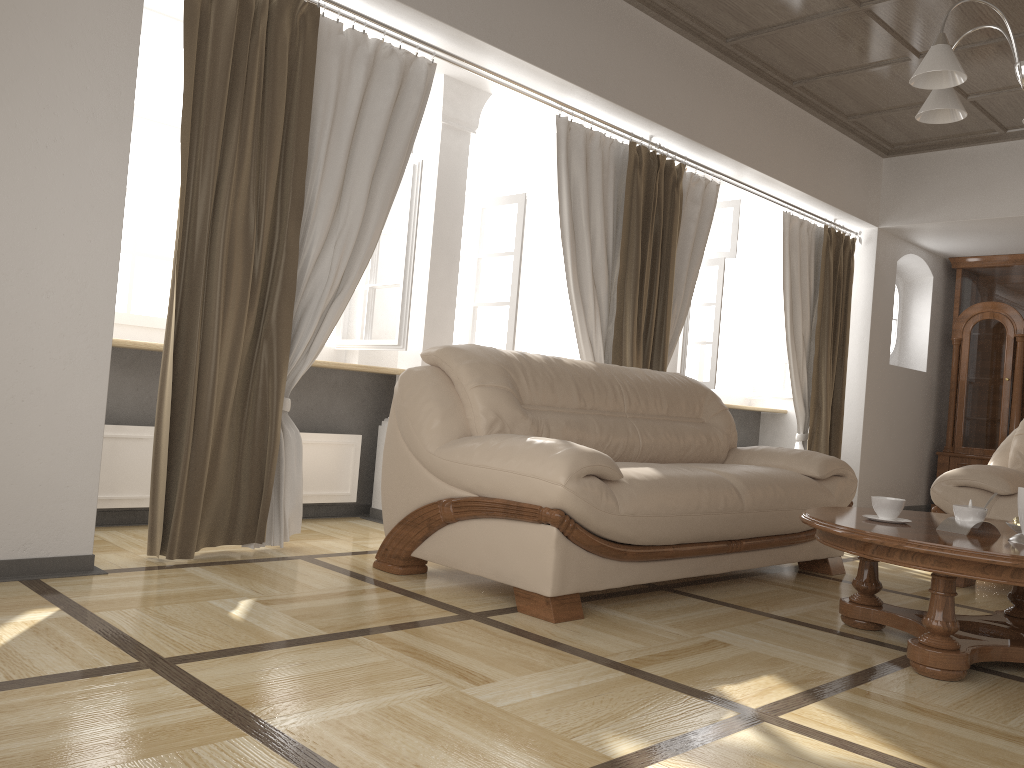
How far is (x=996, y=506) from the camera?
4.0 meters

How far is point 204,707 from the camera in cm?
183

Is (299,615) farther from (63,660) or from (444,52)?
(444,52)

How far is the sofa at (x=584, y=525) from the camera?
2.8m

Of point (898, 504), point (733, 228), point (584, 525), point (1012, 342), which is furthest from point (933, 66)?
point (1012, 342)

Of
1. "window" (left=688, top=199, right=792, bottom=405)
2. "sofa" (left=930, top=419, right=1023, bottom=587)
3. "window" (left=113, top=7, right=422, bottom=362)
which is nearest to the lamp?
"sofa" (left=930, top=419, right=1023, bottom=587)

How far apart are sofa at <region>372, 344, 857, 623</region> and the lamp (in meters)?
1.49

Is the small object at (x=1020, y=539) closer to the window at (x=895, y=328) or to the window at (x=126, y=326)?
the window at (x=126, y=326)

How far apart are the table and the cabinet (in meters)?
5.01

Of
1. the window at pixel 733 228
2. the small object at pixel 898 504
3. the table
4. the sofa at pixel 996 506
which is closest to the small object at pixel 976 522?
the table
